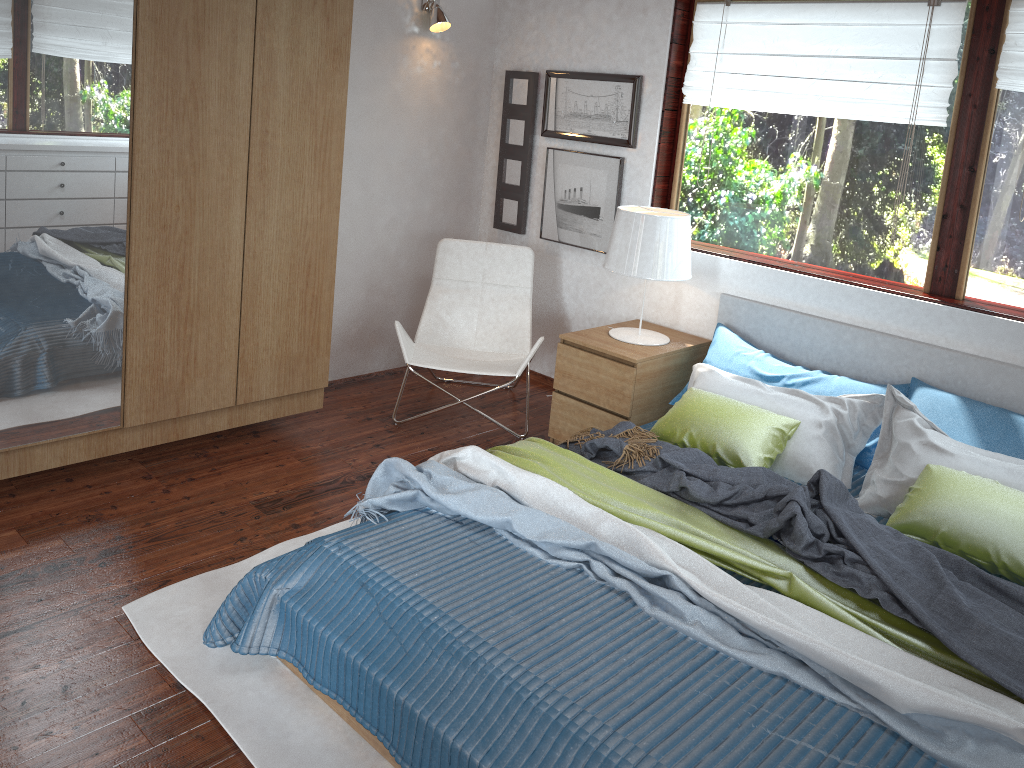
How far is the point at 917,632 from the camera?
2.2 meters

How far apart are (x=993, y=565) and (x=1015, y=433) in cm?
70

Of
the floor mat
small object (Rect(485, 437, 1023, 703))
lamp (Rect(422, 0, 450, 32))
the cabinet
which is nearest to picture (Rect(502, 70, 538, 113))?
lamp (Rect(422, 0, 450, 32))

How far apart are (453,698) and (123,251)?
2.0m

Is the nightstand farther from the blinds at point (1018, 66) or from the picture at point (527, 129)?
the blinds at point (1018, 66)

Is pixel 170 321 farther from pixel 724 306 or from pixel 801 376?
pixel 801 376

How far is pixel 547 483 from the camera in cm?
275

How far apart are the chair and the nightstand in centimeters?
12cm

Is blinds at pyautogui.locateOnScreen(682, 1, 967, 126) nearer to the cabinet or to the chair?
the chair

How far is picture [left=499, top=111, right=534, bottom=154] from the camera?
4.64m
